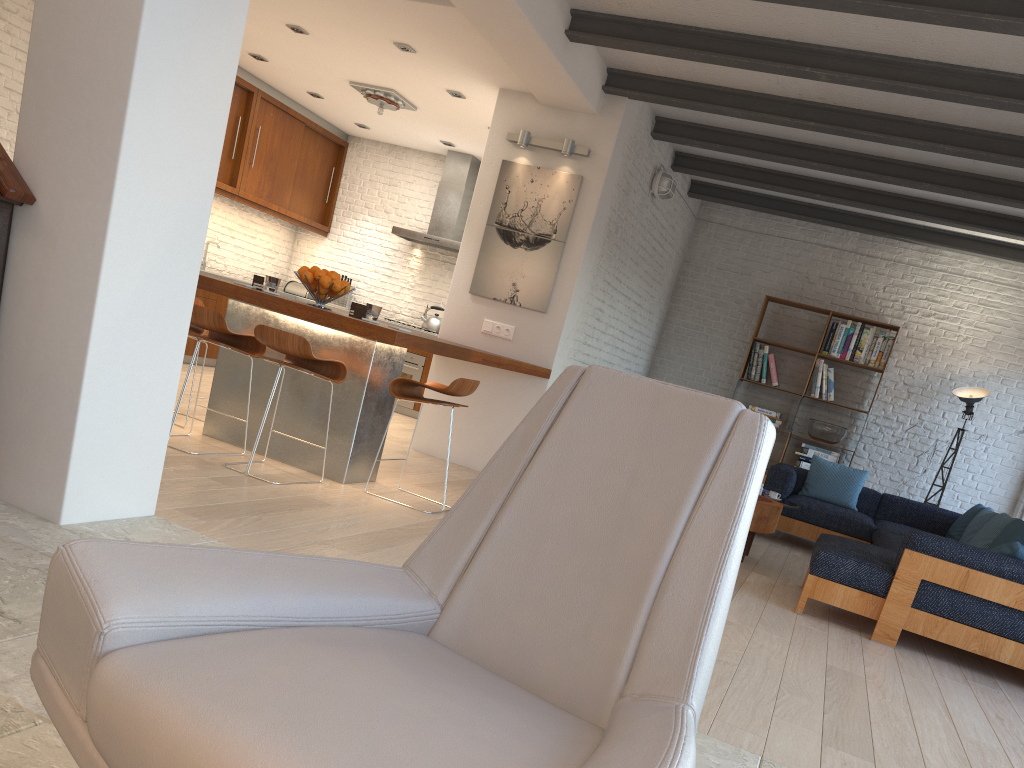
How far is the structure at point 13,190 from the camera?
2.91m

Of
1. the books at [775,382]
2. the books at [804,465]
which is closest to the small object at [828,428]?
the books at [804,465]

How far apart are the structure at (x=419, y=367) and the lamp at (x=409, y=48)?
3.6m

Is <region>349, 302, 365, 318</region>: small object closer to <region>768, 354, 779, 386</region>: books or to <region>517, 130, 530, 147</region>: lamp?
<region>517, 130, 530, 147</region>: lamp

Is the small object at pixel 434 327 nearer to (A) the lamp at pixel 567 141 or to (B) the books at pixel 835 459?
(A) the lamp at pixel 567 141

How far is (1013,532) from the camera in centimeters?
553cm

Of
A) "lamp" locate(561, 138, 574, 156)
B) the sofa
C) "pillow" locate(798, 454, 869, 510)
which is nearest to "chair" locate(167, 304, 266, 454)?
"lamp" locate(561, 138, 574, 156)

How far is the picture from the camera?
6.8m

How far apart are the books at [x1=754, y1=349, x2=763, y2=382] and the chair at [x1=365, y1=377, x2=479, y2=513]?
5.0m

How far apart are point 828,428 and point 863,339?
0.9m
